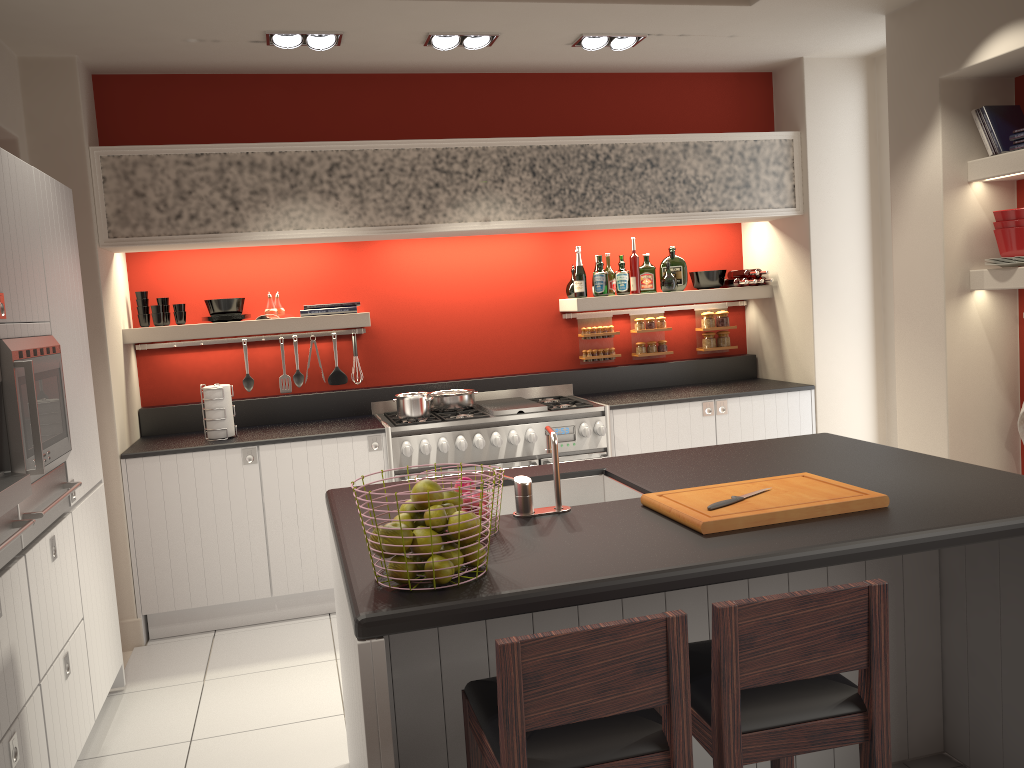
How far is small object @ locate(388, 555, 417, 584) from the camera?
1.98m

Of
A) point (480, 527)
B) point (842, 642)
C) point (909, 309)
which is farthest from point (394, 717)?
point (909, 309)

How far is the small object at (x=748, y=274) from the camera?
5.9m

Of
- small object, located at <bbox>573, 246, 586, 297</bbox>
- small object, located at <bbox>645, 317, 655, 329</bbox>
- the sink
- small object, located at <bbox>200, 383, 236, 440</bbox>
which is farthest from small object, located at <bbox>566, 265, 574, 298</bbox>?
the sink

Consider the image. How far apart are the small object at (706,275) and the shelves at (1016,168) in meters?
1.8 m

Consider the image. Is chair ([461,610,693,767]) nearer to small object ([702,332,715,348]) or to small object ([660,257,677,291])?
small object ([660,257,677,291])

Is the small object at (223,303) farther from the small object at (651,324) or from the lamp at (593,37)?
the small object at (651,324)

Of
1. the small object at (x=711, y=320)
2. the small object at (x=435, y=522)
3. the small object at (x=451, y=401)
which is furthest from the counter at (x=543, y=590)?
the small object at (x=711, y=320)

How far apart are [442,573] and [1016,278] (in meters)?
3.42

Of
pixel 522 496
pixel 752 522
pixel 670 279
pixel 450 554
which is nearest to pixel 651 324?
pixel 670 279
